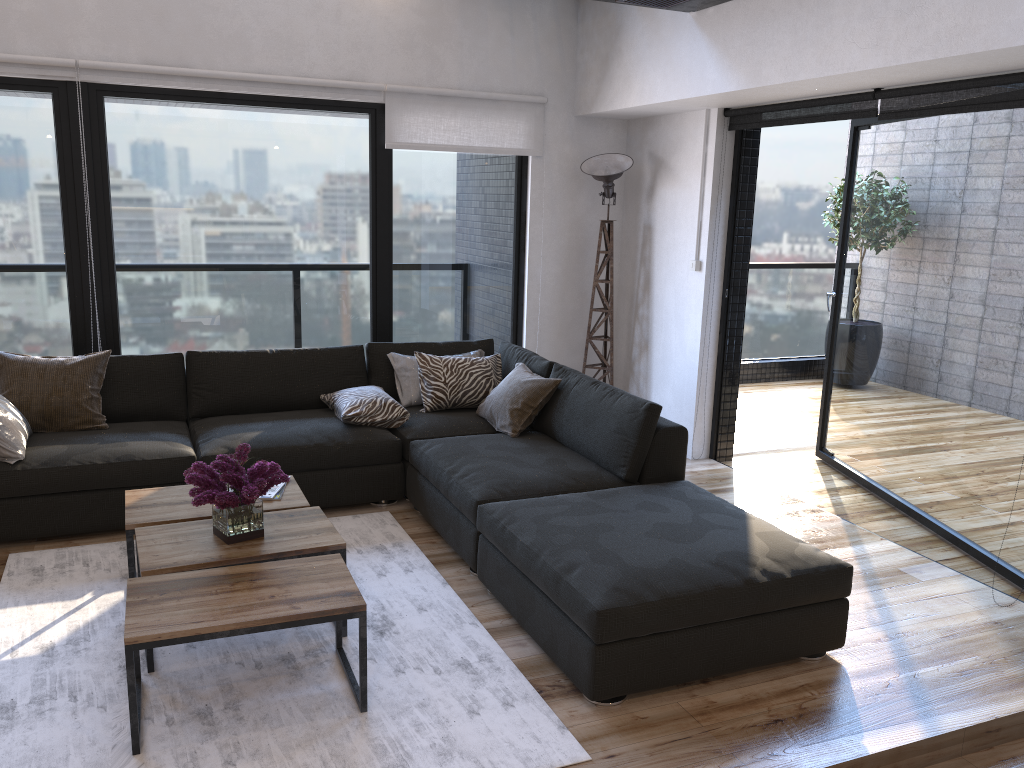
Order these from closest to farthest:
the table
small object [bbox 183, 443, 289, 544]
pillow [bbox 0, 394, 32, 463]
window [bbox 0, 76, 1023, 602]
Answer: the table → small object [bbox 183, 443, 289, 544] → pillow [bbox 0, 394, 32, 463] → window [bbox 0, 76, 1023, 602]

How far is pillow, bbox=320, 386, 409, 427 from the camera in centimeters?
445cm

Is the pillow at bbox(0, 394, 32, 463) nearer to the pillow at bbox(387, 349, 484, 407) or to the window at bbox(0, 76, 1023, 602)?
the window at bbox(0, 76, 1023, 602)

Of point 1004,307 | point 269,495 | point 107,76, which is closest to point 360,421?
point 269,495

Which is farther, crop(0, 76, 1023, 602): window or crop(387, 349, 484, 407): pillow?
crop(387, 349, 484, 407): pillow

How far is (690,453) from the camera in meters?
5.4 m

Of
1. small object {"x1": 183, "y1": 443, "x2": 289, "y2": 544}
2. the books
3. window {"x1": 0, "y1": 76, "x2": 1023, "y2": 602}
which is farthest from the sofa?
small object {"x1": 183, "y1": 443, "x2": 289, "y2": 544}

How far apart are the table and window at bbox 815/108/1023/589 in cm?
280

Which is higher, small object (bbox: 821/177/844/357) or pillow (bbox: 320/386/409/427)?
small object (bbox: 821/177/844/357)

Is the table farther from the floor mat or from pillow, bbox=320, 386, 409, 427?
pillow, bbox=320, 386, 409, 427
